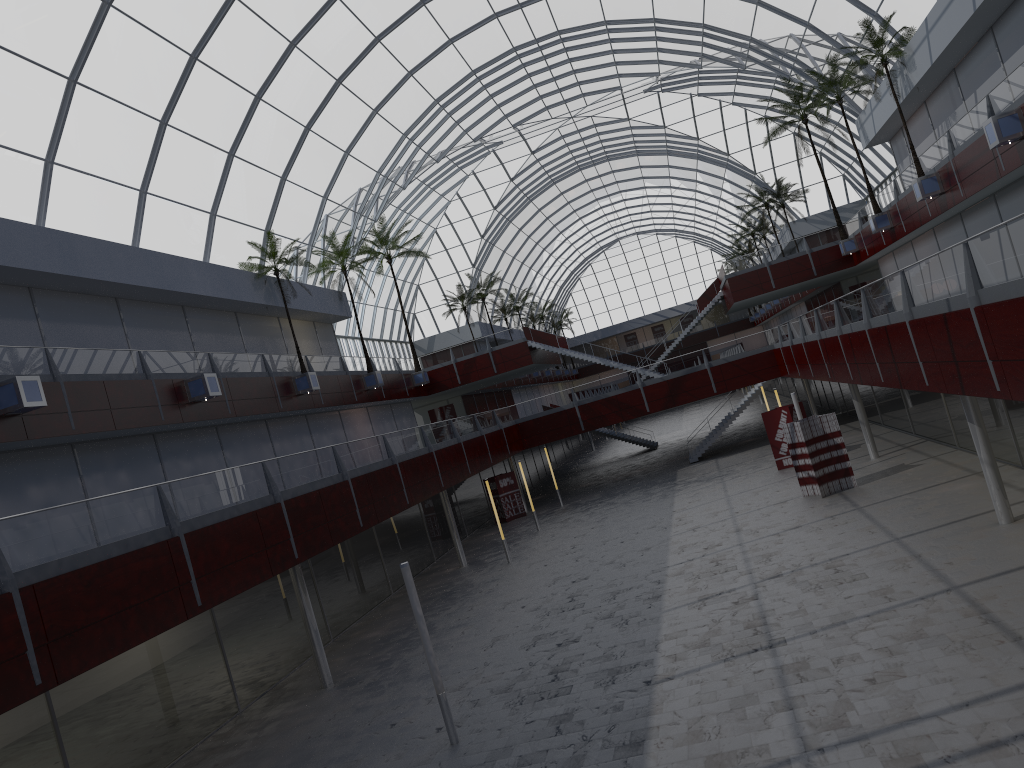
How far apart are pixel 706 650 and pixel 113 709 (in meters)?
15.45

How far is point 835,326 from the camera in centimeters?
3466cm
